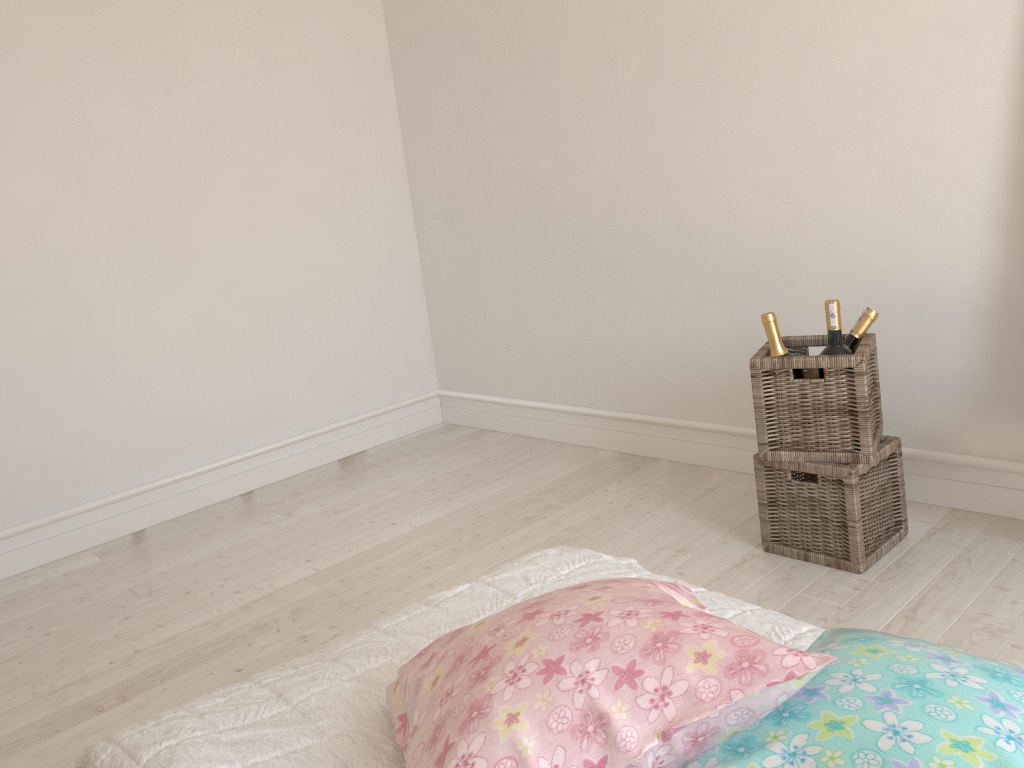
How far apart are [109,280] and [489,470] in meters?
1.5

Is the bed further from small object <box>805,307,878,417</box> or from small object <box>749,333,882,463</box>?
small object <box>805,307,878,417</box>

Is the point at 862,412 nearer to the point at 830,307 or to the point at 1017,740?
the point at 830,307

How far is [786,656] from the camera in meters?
0.7 m

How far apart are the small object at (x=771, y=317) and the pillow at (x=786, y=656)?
1.4m

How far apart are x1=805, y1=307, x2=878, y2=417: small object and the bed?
1.1 meters

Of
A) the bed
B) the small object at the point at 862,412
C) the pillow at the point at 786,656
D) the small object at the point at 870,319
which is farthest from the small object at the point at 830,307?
the pillow at the point at 786,656

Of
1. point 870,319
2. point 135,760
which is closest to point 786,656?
point 135,760

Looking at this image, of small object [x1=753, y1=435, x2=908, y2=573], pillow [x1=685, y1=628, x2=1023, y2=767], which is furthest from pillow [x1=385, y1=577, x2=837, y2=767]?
small object [x1=753, y1=435, x2=908, y2=573]

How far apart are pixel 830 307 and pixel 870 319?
0.2m
